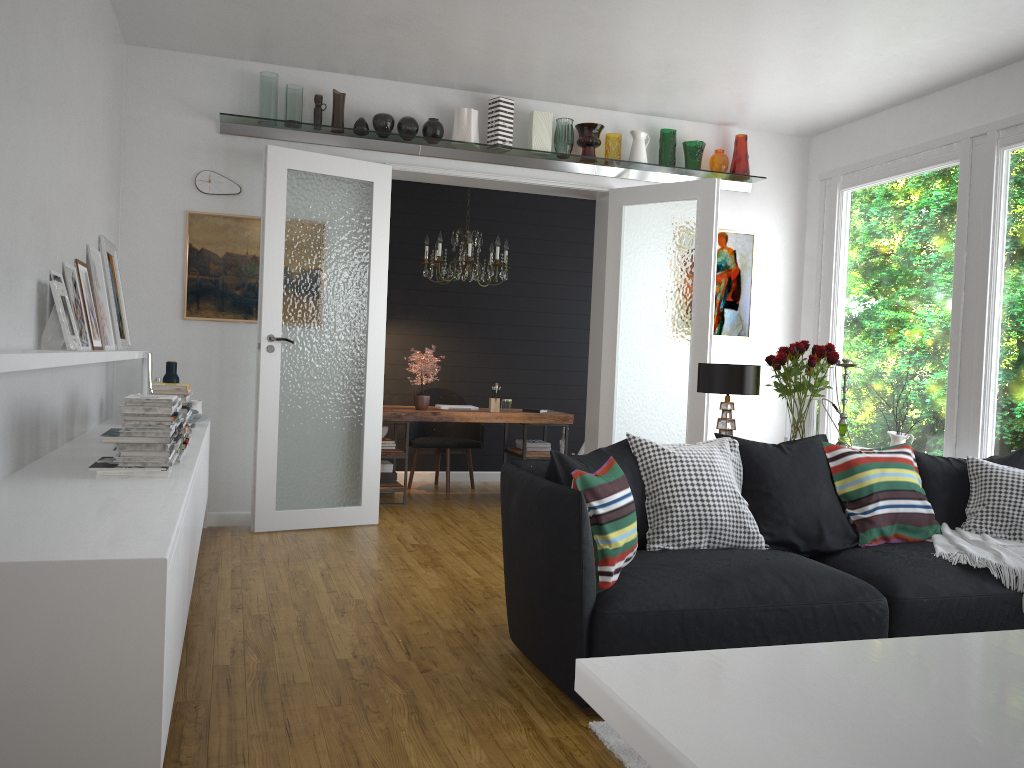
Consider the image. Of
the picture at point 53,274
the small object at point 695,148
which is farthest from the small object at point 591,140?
the picture at point 53,274

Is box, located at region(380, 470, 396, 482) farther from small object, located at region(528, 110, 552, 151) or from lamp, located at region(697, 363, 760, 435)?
lamp, located at region(697, 363, 760, 435)

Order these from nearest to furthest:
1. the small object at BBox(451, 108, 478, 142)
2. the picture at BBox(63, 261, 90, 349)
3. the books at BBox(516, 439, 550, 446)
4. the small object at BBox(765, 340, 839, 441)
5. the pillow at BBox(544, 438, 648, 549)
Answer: the pillow at BBox(544, 438, 648, 549), the picture at BBox(63, 261, 90, 349), the small object at BBox(765, 340, 839, 441), the small object at BBox(451, 108, 478, 142), the books at BBox(516, 439, 550, 446)

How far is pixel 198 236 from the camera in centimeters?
578cm

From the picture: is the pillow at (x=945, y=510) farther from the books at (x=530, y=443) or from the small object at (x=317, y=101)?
the small object at (x=317, y=101)

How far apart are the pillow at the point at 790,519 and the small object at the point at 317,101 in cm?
362

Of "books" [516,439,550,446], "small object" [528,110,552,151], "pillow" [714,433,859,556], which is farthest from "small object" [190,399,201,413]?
"pillow" [714,433,859,556]

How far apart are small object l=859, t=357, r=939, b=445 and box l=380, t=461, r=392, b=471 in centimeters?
379cm

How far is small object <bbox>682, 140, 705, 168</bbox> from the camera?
6.6 meters

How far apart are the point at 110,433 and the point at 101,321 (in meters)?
1.58
